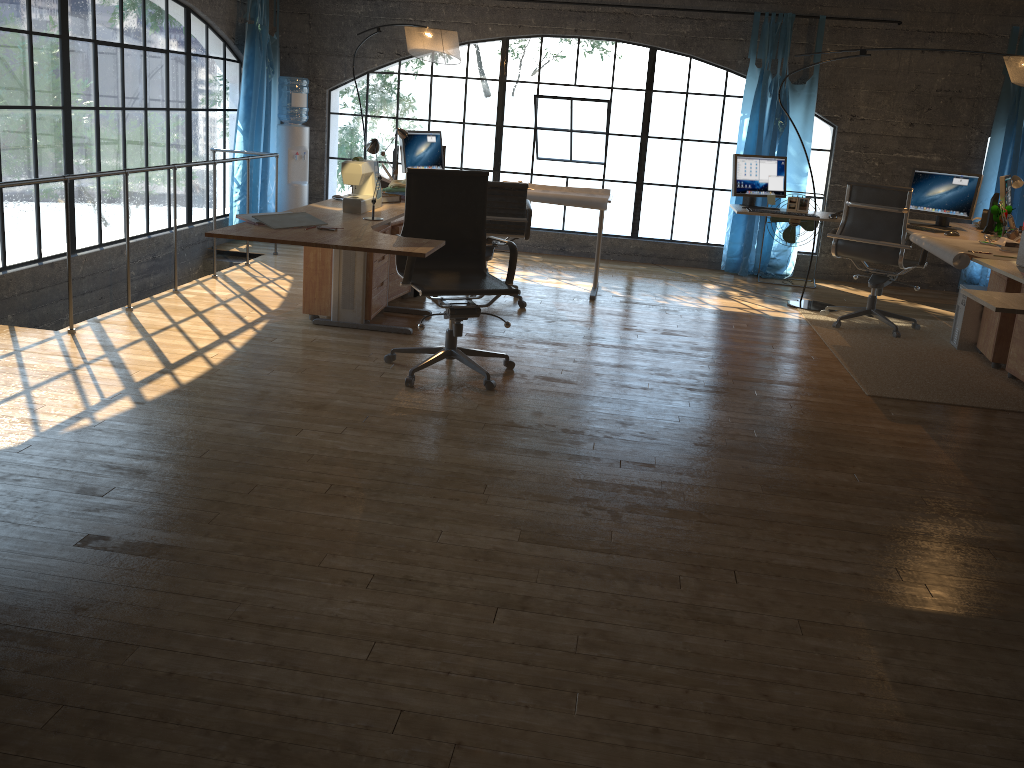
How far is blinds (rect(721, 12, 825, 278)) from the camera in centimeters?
746cm

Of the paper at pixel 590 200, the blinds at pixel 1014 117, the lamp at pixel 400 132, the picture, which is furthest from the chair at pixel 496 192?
the blinds at pixel 1014 117

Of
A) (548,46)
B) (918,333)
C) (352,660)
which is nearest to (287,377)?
(352,660)

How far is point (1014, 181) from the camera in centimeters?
559cm

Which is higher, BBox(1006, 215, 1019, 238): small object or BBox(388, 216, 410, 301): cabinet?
BBox(1006, 215, 1019, 238): small object

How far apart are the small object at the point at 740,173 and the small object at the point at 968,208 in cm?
88

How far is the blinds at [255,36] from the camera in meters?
7.4

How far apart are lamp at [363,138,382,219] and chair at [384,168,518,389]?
0.2m

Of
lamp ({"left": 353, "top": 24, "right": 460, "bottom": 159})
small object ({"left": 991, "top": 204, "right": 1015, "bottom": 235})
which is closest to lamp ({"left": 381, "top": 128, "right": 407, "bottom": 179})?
lamp ({"left": 353, "top": 24, "right": 460, "bottom": 159})

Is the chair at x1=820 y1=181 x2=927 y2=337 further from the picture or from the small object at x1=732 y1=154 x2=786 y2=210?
the small object at x1=732 y1=154 x2=786 y2=210
